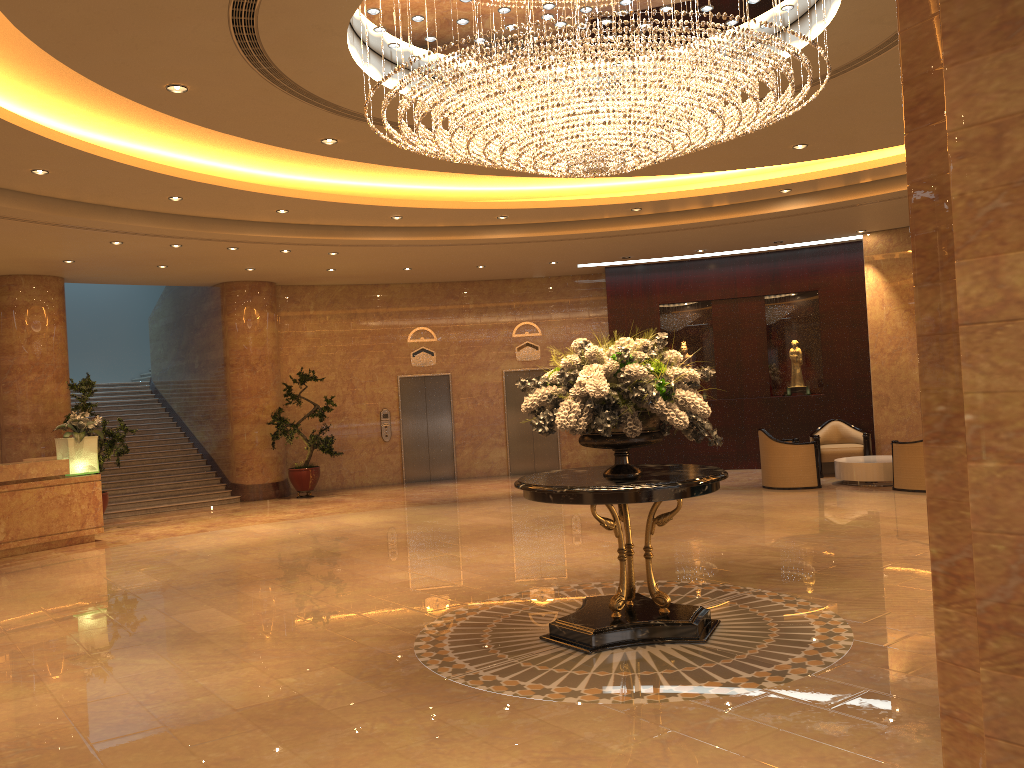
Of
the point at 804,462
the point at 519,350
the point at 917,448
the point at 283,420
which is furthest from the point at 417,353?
the point at 917,448

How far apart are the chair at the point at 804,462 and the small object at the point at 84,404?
Answer: 9.6 meters

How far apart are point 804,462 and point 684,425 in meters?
8.2 m

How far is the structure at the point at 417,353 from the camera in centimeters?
1772cm

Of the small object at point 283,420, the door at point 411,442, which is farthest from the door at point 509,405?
the small object at point 283,420

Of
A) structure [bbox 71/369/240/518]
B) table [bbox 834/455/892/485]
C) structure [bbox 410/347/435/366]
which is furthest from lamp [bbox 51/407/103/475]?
table [bbox 834/455/892/485]

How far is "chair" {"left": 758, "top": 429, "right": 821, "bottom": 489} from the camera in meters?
13.2 m

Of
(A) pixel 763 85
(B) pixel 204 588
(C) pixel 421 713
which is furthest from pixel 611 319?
(C) pixel 421 713

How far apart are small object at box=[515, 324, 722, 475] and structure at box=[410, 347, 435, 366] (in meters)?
11.47

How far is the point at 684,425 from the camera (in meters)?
5.69
